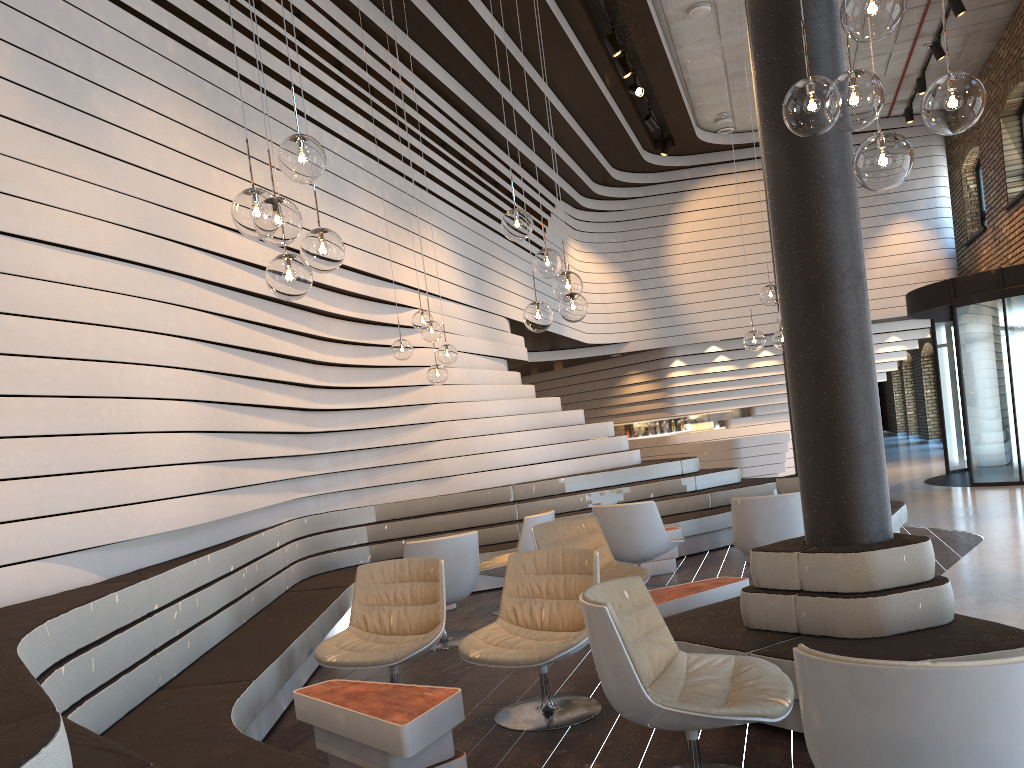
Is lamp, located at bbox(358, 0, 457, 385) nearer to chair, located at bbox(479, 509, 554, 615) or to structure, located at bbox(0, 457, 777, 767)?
chair, located at bbox(479, 509, 554, 615)

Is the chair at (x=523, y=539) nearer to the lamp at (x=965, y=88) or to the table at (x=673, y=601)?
the table at (x=673, y=601)

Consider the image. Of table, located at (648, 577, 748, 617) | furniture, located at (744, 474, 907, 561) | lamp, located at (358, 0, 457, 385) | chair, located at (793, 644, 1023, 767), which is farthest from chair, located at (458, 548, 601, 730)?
furniture, located at (744, 474, 907, 561)

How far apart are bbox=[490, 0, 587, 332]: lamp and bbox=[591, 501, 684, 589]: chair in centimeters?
218cm

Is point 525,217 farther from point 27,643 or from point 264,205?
point 27,643

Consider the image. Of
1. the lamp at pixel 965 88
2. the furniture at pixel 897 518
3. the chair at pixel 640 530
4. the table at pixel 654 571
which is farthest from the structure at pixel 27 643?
the lamp at pixel 965 88

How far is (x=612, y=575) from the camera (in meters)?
5.81

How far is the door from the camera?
11.2m

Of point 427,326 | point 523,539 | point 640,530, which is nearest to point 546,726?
point 523,539

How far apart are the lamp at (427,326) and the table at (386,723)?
3.4m
